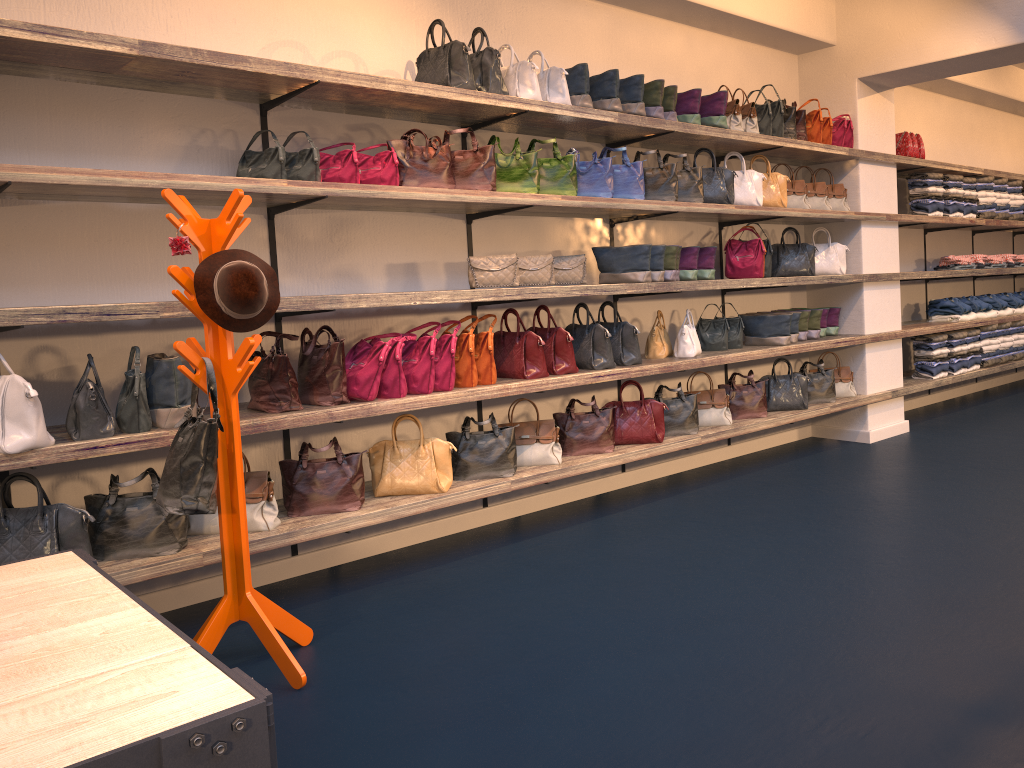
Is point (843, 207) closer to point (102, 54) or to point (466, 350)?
point (466, 350)

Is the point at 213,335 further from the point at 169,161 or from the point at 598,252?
the point at 598,252

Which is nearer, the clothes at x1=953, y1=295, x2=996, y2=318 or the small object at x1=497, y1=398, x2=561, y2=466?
the small object at x1=497, y1=398, x2=561, y2=466

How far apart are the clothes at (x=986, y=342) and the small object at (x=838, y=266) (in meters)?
2.37

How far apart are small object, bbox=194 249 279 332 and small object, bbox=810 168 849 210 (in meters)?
4.62

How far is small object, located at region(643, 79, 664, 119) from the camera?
4.98m

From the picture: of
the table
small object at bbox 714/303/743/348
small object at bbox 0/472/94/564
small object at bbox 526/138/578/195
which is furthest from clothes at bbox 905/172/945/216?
the table

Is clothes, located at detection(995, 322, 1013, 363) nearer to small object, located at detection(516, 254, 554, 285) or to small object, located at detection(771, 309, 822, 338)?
small object, located at detection(771, 309, 822, 338)

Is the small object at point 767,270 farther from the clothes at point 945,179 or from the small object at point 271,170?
the small object at point 271,170

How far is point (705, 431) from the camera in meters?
5.5 m
